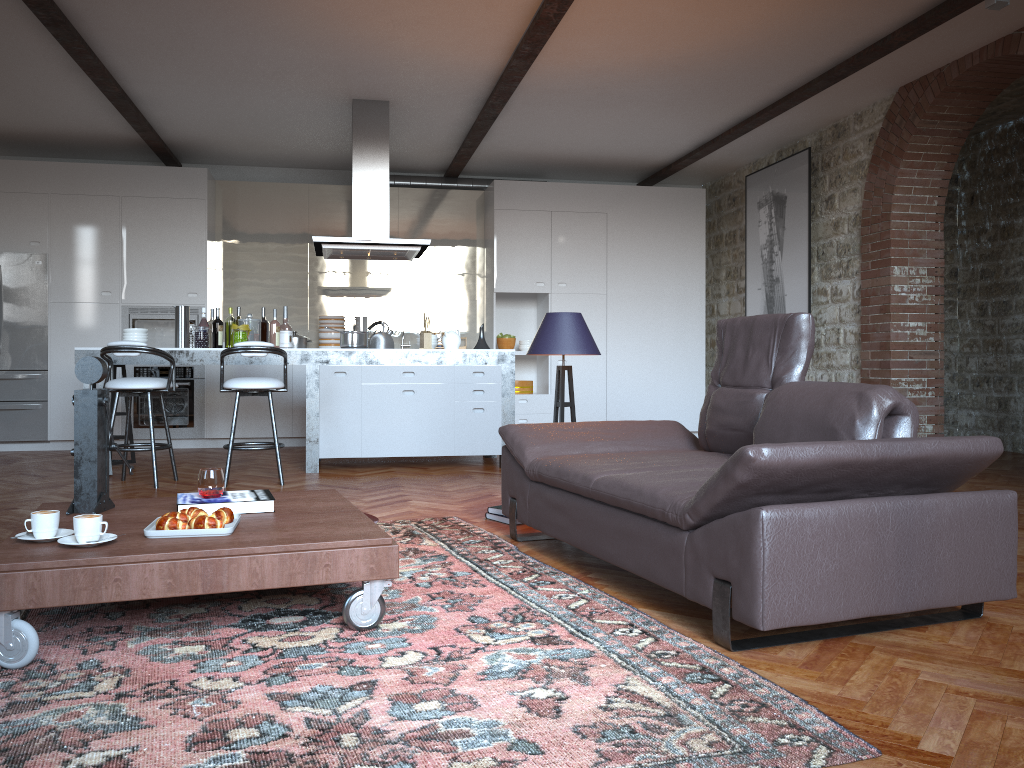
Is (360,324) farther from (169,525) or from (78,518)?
(78,518)

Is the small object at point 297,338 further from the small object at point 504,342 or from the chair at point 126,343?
the chair at point 126,343

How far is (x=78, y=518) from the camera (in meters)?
2.60

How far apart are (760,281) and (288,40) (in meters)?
5.00

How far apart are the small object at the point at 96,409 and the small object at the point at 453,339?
4.0m

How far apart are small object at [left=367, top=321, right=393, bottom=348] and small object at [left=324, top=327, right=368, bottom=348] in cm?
17

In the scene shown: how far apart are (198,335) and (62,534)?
4.28m

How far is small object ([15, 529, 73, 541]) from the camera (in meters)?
2.74

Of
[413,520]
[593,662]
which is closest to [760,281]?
[413,520]

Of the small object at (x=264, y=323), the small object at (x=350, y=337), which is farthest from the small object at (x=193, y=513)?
the small object at (x=264, y=323)
